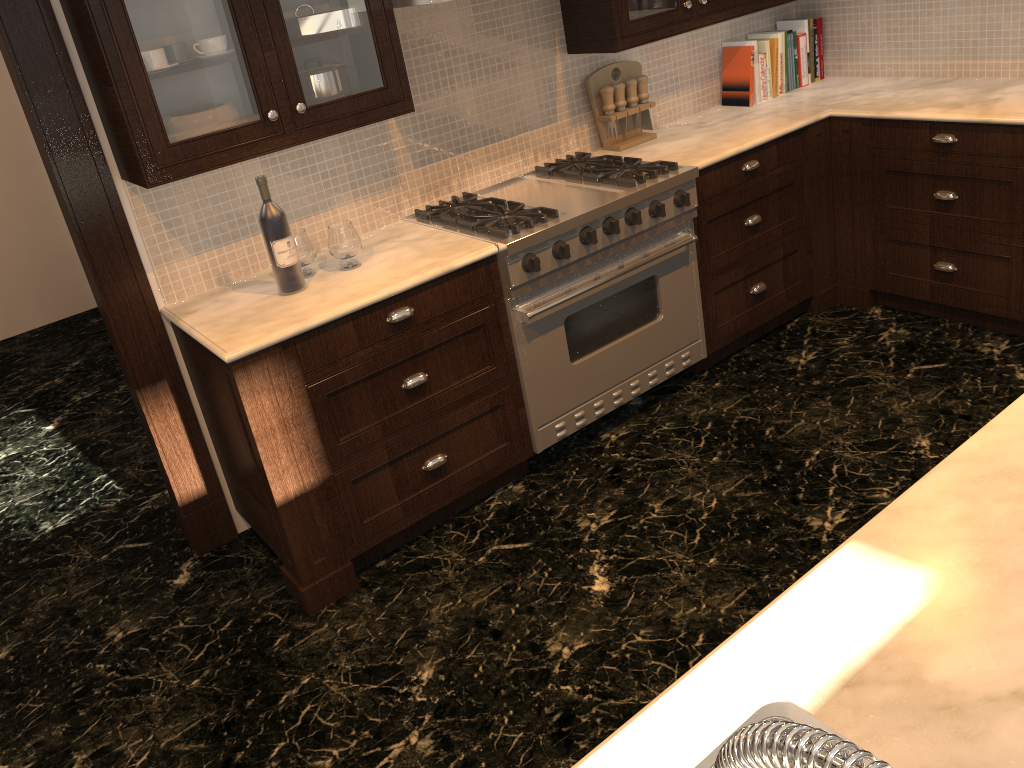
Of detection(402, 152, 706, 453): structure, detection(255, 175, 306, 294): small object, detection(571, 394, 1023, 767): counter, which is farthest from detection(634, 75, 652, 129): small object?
detection(571, 394, 1023, 767): counter

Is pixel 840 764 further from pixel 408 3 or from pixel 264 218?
pixel 408 3

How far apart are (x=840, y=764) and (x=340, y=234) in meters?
2.6

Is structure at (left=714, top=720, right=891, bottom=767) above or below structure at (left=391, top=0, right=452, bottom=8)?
below

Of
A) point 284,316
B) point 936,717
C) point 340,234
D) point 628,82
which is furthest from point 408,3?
point 936,717

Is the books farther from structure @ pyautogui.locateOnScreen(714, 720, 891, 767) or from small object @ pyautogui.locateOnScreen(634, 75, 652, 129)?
structure @ pyautogui.locateOnScreen(714, 720, 891, 767)

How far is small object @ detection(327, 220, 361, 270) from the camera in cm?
281

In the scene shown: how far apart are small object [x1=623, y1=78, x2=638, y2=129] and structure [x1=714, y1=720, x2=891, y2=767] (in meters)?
3.50

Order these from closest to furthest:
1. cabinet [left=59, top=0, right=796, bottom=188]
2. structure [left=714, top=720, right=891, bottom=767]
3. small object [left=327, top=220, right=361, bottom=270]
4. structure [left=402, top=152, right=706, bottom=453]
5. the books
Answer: structure [left=714, top=720, right=891, bottom=767] < cabinet [left=59, top=0, right=796, bottom=188] < small object [left=327, top=220, right=361, bottom=270] < structure [left=402, top=152, right=706, bottom=453] < the books

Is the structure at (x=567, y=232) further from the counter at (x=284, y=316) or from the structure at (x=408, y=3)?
the structure at (x=408, y=3)
